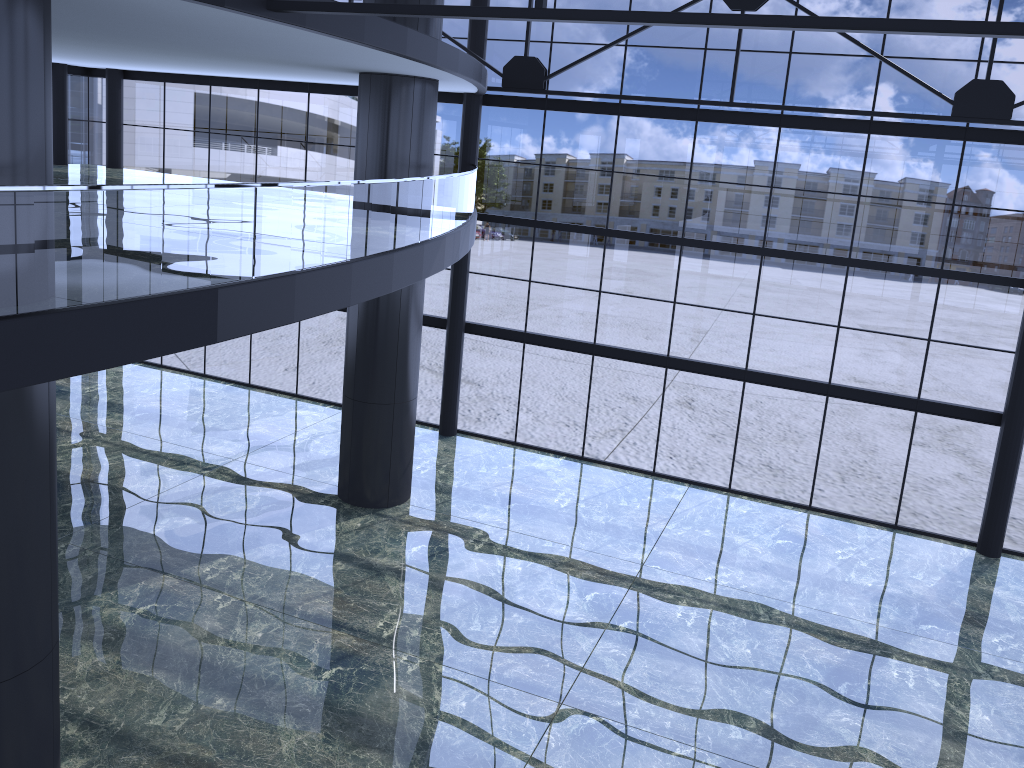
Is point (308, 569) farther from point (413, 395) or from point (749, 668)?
point (749, 668)
